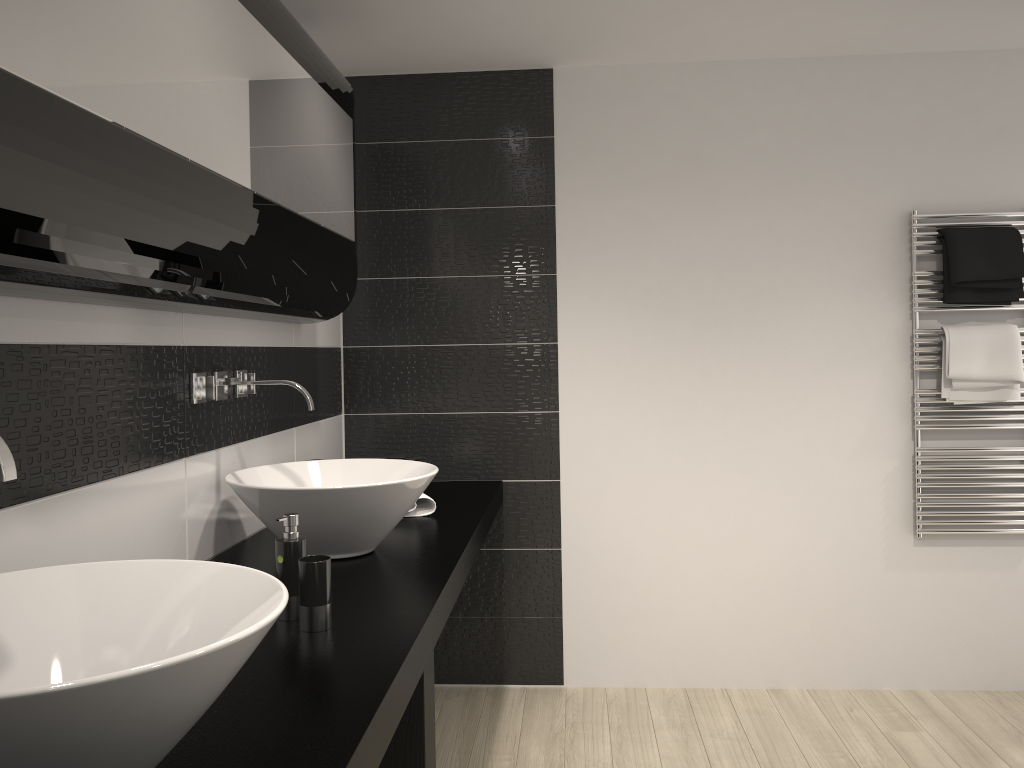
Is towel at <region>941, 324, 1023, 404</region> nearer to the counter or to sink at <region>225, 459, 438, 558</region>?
the counter

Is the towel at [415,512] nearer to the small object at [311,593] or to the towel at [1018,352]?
the small object at [311,593]

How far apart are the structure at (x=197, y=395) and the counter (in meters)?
0.42

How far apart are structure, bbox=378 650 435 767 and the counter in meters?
0.0

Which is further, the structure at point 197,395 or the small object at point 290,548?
the structure at point 197,395

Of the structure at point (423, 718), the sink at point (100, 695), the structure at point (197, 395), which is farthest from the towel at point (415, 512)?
the sink at point (100, 695)

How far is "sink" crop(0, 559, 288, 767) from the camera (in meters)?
0.89

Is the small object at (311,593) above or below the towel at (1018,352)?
below

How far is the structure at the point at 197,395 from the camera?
2.2m

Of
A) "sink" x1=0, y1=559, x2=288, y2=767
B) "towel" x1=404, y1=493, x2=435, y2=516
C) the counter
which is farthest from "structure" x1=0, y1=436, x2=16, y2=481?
"towel" x1=404, y1=493, x2=435, y2=516
